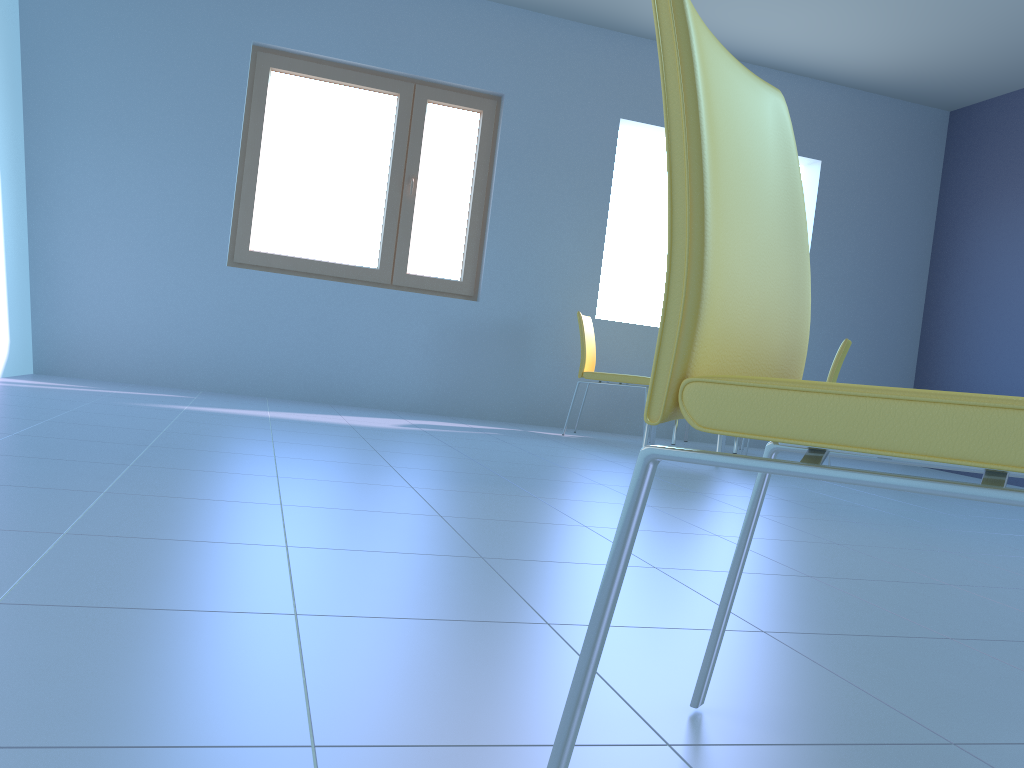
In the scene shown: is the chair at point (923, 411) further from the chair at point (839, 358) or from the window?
the window

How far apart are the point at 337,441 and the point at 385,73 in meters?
2.8

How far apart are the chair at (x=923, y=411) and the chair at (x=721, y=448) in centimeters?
328cm

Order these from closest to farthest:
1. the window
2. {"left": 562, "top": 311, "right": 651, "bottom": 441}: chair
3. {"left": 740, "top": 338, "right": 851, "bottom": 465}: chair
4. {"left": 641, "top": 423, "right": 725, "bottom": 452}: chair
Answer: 1. {"left": 641, "top": 423, "right": 725, "bottom": 452}: chair
2. {"left": 740, "top": 338, "right": 851, "bottom": 465}: chair
3. {"left": 562, "top": 311, "right": 651, "bottom": 441}: chair
4. the window

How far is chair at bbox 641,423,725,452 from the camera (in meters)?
4.18

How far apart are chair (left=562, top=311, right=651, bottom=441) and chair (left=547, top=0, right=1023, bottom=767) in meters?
3.9

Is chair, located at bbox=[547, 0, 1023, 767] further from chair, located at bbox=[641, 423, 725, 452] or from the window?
the window

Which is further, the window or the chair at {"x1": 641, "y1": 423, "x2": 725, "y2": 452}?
the window

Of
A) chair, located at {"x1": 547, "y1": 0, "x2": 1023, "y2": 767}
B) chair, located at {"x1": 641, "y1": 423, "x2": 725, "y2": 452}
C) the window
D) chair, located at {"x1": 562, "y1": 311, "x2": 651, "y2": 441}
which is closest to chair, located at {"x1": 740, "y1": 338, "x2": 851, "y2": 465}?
chair, located at {"x1": 641, "y1": 423, "x2": 725, "y2": 452}

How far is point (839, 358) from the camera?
4.5 meters
